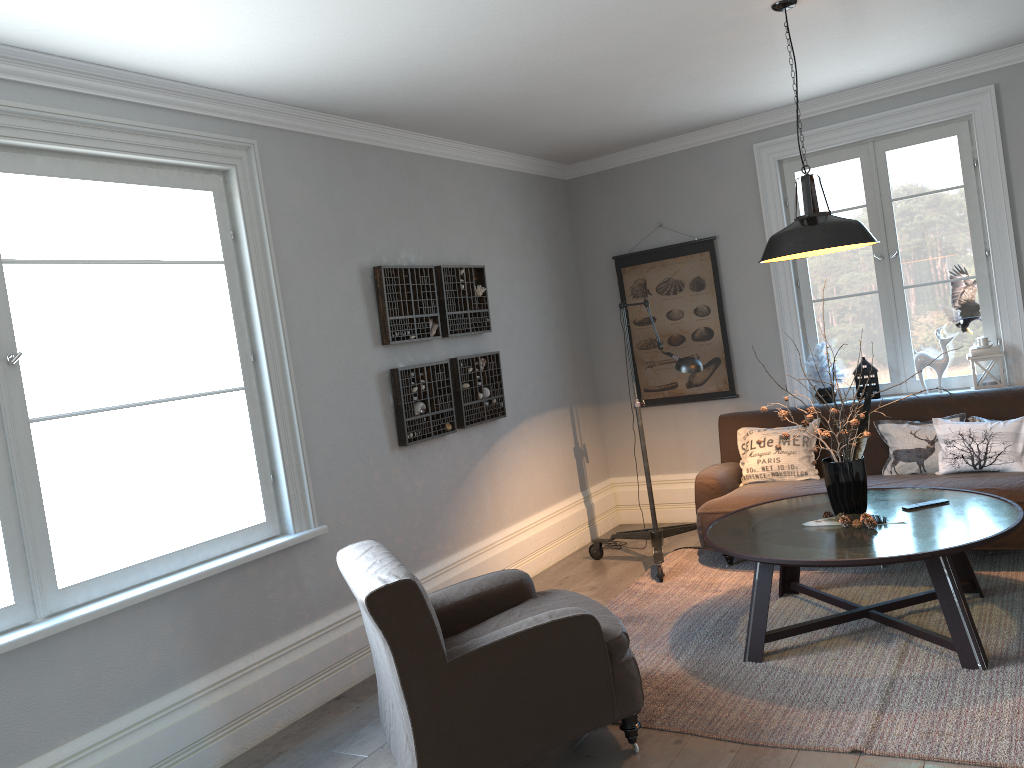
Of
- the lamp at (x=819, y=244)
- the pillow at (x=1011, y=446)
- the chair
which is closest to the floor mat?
the chair

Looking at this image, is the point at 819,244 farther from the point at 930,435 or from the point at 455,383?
the point at 455,383

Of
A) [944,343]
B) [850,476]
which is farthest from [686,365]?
[944,343]

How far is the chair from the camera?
2.8 meters

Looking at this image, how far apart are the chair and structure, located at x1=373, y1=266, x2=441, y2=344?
1.5 meters

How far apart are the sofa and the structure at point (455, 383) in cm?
125

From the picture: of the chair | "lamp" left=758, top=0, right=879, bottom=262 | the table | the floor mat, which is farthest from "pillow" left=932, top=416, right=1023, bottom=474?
the chair

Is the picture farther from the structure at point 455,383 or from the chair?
the chair

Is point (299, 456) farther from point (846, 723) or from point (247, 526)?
point (846, 723)

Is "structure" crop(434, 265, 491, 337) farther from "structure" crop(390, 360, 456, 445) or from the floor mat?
the floor mat
